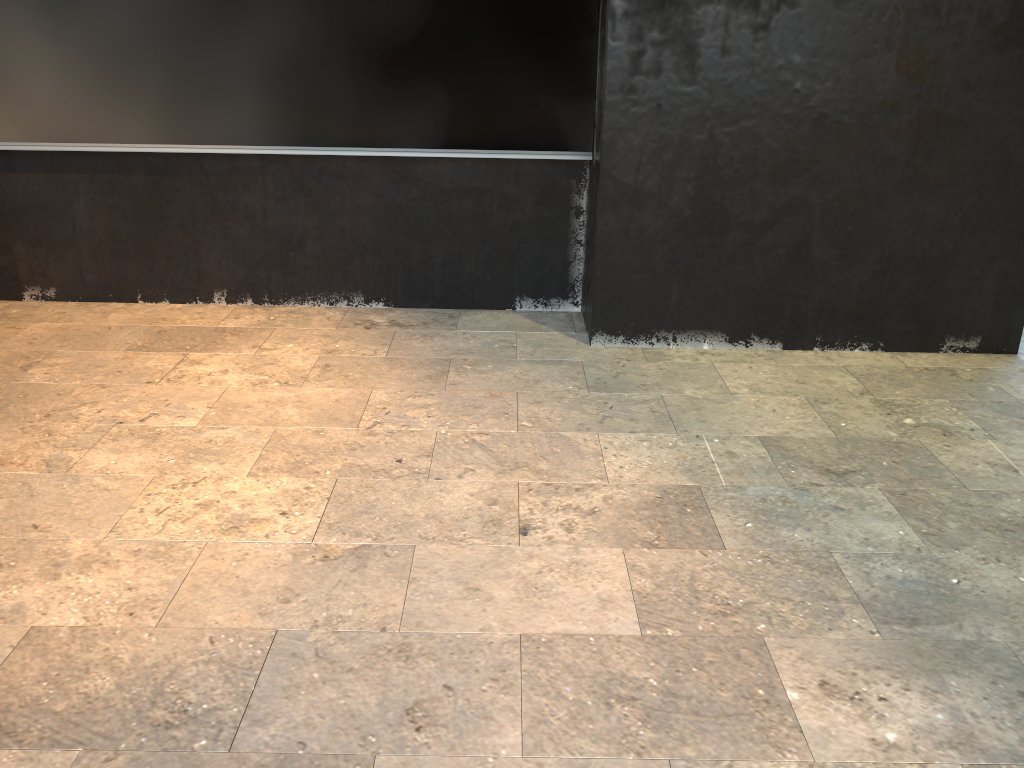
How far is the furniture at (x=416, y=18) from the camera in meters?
4.1

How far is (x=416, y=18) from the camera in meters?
4.1 m

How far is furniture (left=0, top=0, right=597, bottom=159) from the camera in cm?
406

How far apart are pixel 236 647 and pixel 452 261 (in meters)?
2.90
